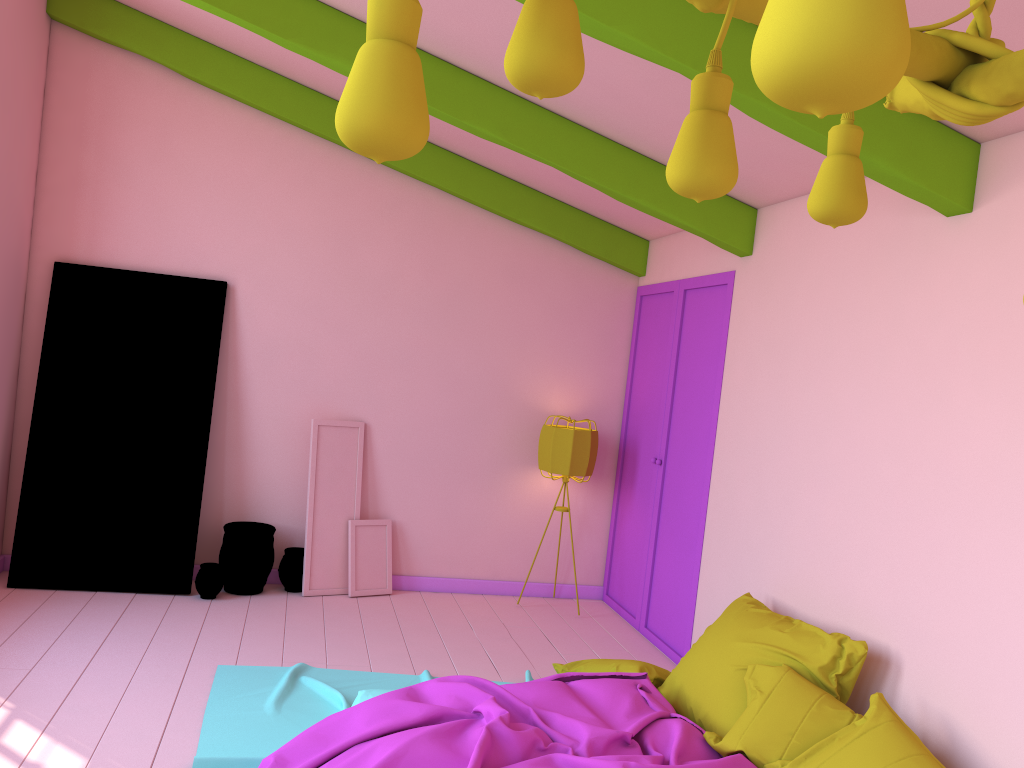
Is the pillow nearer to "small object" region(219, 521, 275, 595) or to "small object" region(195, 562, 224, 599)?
"small object" region(219, 521, 275, 595)

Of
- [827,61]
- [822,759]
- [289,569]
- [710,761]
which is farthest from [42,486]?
[827,61]

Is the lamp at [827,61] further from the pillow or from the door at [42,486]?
the door at [42,486]

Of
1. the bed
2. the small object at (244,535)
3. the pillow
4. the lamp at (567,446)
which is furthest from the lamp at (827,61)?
the small object at (244,535)

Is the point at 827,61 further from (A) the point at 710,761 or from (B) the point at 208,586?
(B) the point at 208,586

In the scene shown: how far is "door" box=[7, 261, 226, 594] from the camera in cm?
598

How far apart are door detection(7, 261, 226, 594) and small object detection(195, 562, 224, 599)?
0.10m

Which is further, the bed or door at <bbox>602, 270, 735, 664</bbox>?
door at <bbox>602, 270, 735, 664</bbox>

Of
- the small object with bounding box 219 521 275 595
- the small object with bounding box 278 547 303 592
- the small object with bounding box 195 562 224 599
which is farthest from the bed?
the small object with bounding box 278 547 303 592

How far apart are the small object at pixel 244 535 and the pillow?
2.4m
